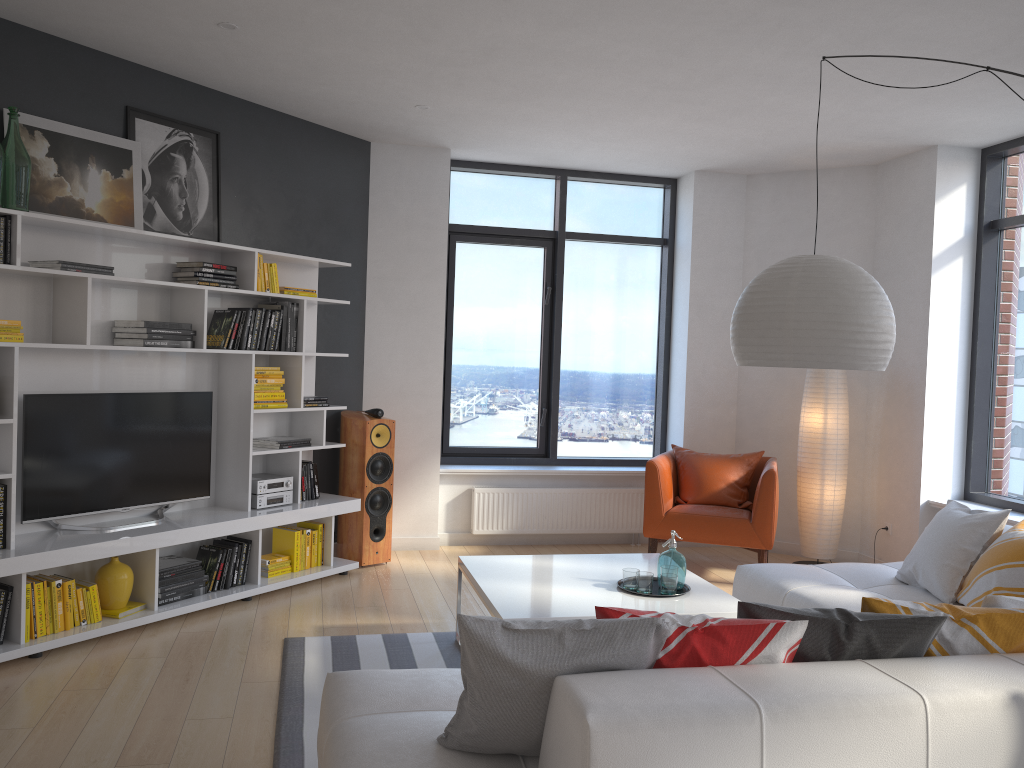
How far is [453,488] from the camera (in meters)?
6.84

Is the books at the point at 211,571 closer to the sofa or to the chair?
the sofa

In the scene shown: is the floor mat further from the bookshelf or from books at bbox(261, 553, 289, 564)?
books at bbox(261, 553, 289, 564)

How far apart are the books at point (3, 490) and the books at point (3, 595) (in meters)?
0.32

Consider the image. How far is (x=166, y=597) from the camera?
4.7m

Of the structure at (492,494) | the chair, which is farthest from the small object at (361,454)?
the chair

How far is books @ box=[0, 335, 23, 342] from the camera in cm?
407

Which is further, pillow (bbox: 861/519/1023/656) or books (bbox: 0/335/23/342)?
books (bbox: 0/335/23/342)

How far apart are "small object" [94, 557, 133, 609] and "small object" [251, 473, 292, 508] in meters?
0.9 m

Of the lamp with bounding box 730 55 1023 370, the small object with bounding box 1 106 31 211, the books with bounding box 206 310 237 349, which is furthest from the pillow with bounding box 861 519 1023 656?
the small object with bounding box 1 106 31 211
